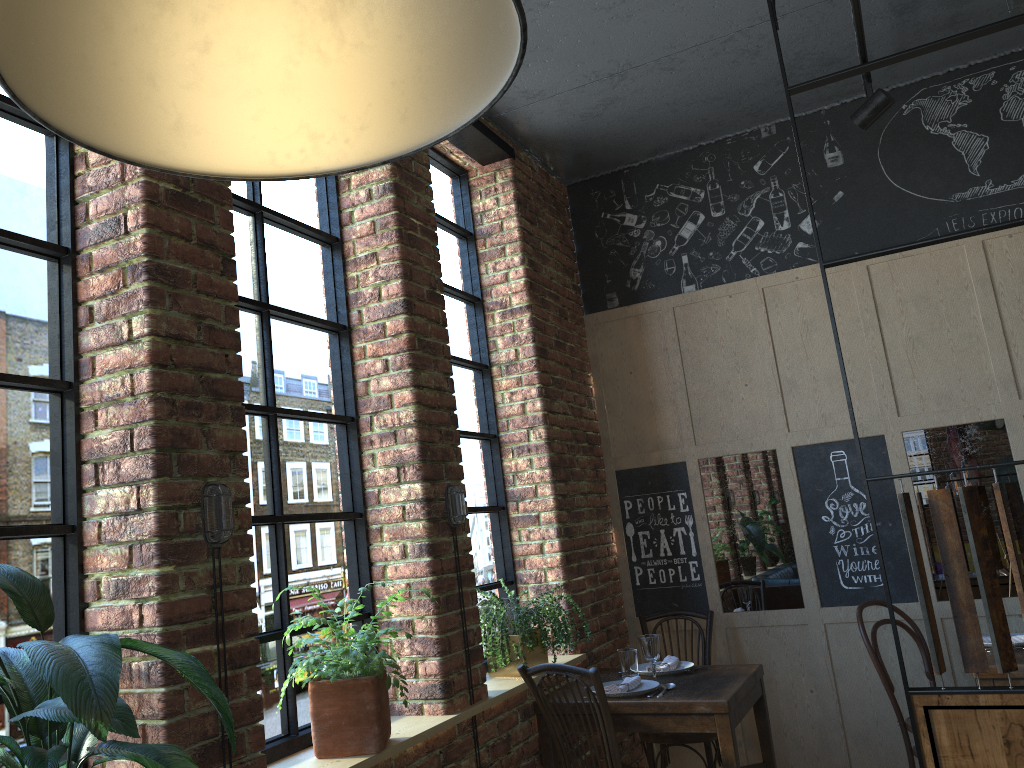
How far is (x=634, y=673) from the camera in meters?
3.8 m

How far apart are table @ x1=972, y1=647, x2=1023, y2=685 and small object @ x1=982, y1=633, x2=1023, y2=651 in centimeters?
6cm

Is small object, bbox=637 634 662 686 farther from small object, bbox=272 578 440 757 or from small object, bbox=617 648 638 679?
small object, bbox=272 578 440 757

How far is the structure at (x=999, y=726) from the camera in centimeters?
247cm

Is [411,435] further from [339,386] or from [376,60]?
[376,60]

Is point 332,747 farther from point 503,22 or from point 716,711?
point 503,22

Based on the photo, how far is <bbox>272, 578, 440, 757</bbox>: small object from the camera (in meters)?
2.44

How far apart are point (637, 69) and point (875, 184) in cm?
143

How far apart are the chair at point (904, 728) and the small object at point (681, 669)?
→ 0.77m

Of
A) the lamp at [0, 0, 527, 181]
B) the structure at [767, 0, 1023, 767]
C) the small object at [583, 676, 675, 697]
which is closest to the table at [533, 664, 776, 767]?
the small object at [583, 676, 675, 697]
